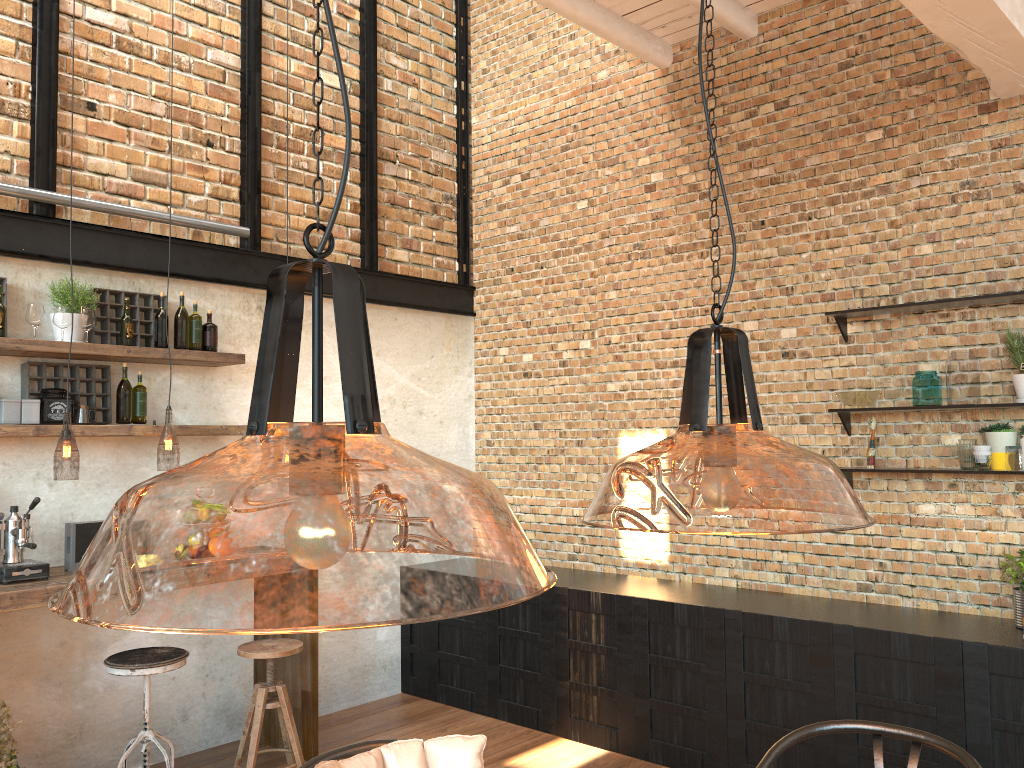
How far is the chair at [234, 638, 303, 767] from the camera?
4.2m

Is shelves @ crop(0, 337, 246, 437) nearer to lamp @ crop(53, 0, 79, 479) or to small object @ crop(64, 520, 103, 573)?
lamp @ crop(53, 0, 79, 479)

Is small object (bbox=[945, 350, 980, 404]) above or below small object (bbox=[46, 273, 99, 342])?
below

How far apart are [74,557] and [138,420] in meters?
0.7

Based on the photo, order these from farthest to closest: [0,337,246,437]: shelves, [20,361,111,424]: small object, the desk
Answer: [20,361,111,424]: small object
[0,337,246,437]: shelves
the desk

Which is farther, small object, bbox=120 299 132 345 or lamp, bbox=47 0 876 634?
small object, bbox=120 299 132 345

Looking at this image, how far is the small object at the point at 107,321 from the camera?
4.5m

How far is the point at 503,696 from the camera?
5.3 meters

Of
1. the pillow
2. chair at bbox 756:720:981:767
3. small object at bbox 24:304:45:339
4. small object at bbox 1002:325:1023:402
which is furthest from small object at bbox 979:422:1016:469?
small object at bbox 24:304:45:339

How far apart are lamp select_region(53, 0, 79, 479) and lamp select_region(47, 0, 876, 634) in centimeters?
41cm
